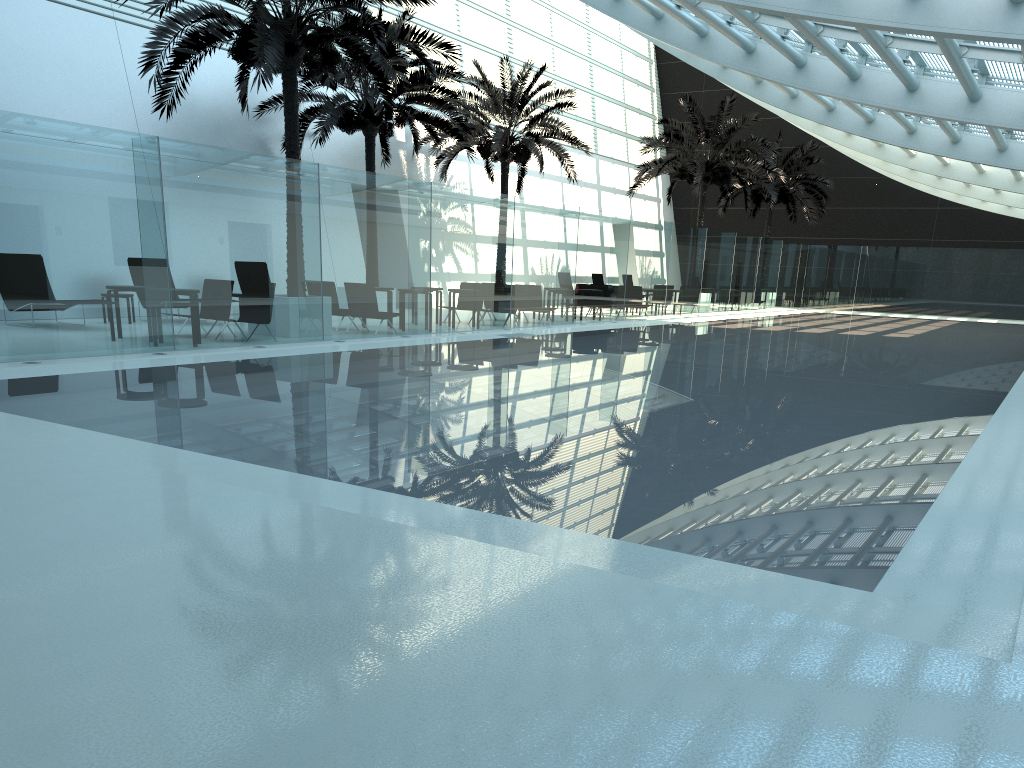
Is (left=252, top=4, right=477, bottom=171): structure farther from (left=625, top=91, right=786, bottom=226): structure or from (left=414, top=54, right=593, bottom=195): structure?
(left=625, top=91, right=786, bottom=226): structure

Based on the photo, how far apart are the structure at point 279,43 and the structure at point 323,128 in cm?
205

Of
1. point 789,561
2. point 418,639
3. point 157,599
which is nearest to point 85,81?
point 157,599

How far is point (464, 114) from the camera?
24.5 meters

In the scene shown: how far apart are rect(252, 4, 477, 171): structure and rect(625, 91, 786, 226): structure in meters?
9.1 m

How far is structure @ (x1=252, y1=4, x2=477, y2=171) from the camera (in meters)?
19.77

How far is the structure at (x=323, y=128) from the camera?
19.8 meters

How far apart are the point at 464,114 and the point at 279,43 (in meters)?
11.76

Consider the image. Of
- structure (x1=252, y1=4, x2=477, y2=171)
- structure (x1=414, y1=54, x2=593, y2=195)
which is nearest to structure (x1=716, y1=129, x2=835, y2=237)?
structure (x1=414, y1=54, x2=593, y2=195)

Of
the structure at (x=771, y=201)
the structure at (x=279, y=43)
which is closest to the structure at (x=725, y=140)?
the structure at (x=771, y=201)
